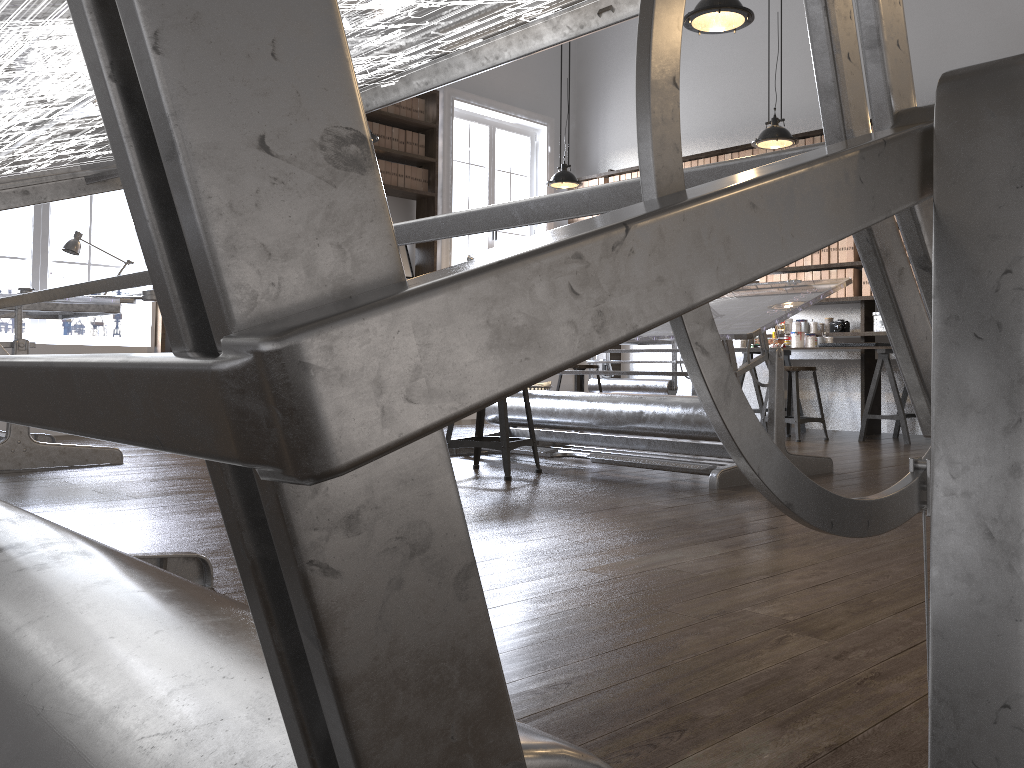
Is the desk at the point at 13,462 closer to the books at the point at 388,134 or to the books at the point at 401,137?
the books at the point at 388,134

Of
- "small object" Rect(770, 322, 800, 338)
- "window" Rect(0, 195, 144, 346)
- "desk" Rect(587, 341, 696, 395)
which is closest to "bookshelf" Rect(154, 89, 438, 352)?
"window" Rect(0, 195, 144, 346)

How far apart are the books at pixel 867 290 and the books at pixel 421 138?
3.9m

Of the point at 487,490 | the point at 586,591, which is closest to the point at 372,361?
the point at 586,591

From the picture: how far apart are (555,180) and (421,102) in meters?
1.6 m

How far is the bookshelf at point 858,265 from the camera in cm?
685

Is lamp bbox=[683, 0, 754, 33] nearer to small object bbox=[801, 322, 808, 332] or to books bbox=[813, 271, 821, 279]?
books bbox=[813, 271, 821, 279]

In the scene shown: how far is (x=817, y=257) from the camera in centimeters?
708cm

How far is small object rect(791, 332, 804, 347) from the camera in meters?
7.0

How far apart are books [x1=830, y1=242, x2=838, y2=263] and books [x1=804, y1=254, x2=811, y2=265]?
0.2 meters
